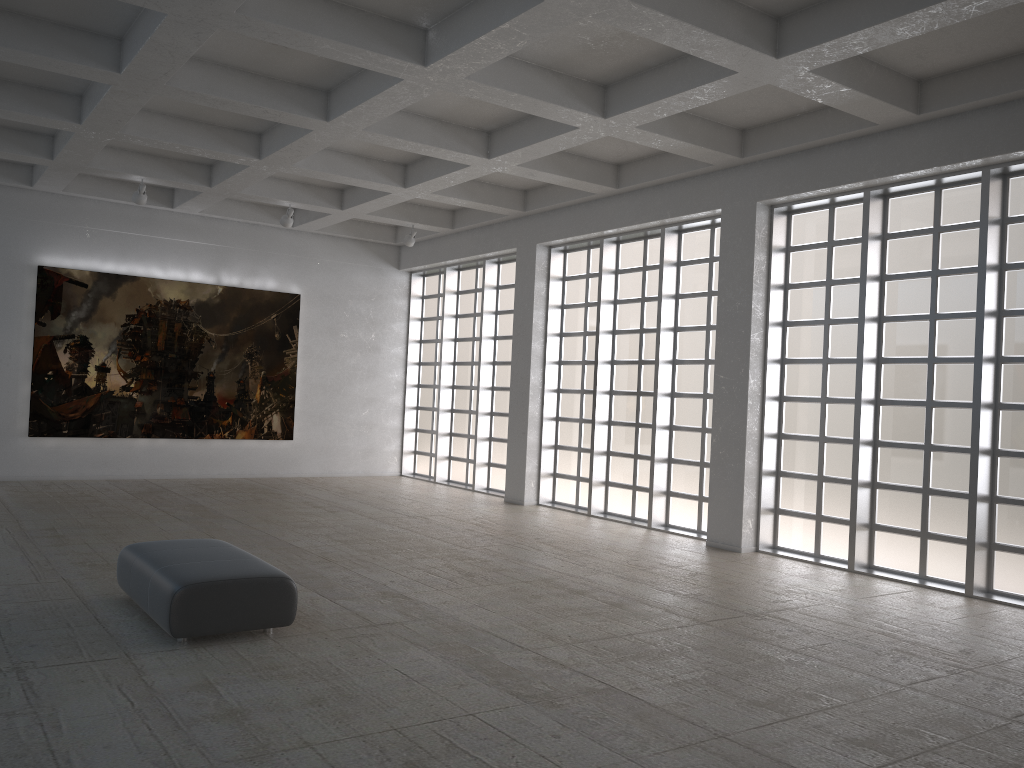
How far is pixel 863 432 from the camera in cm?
1778

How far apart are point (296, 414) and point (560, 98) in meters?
18.0 m
